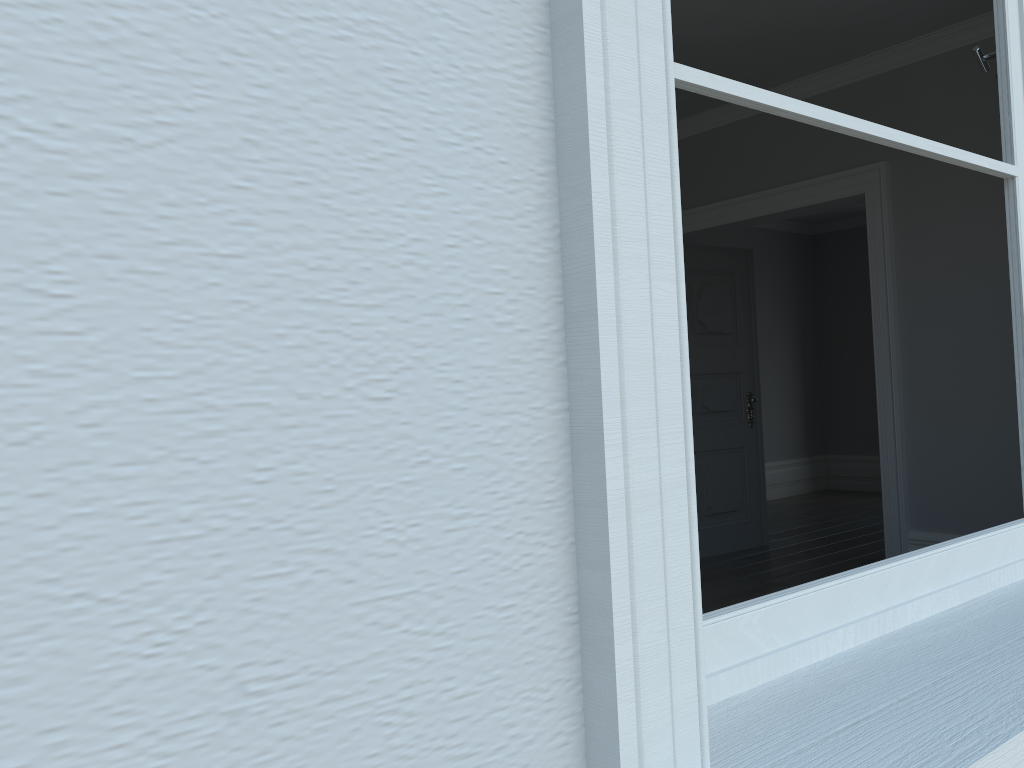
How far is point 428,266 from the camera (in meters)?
0.58

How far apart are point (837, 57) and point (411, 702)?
4.63m
